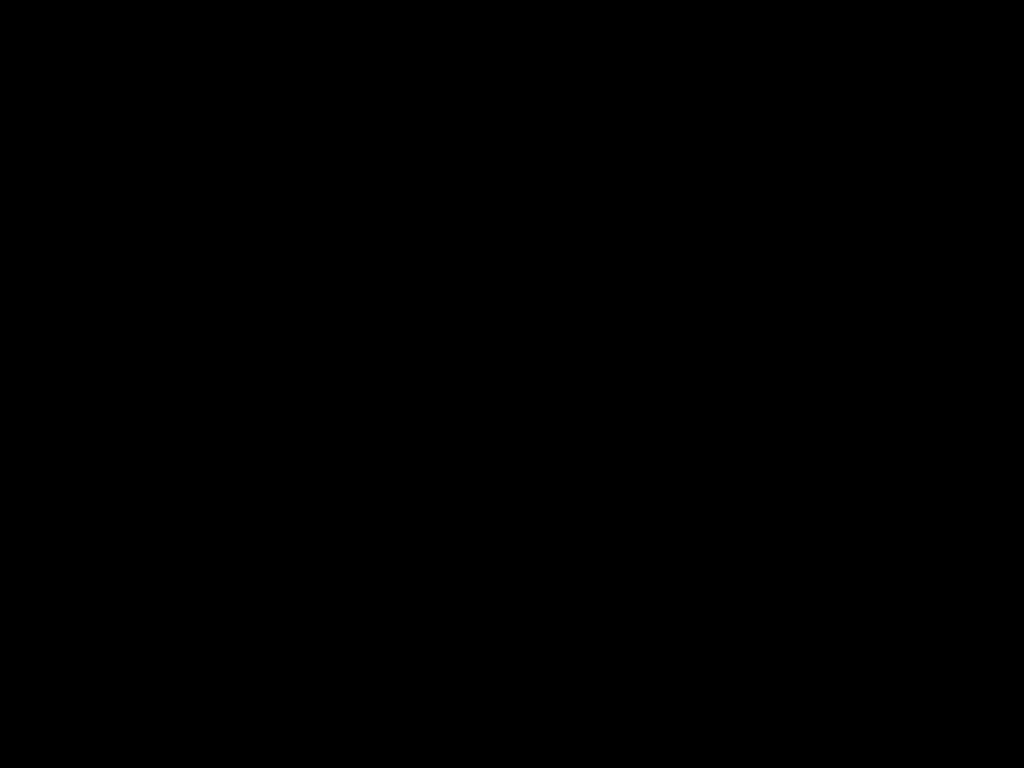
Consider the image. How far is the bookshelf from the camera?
0.4 meters

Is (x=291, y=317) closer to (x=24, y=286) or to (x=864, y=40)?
(x=24, y=286)

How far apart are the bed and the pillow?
0.01m

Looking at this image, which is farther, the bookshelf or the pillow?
the pillow

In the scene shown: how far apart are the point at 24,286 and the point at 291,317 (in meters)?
0.59

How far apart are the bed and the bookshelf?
0.0m

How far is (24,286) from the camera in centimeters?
38cm

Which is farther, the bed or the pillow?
the pillow

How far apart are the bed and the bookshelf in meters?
0.0

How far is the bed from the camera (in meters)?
0.31
